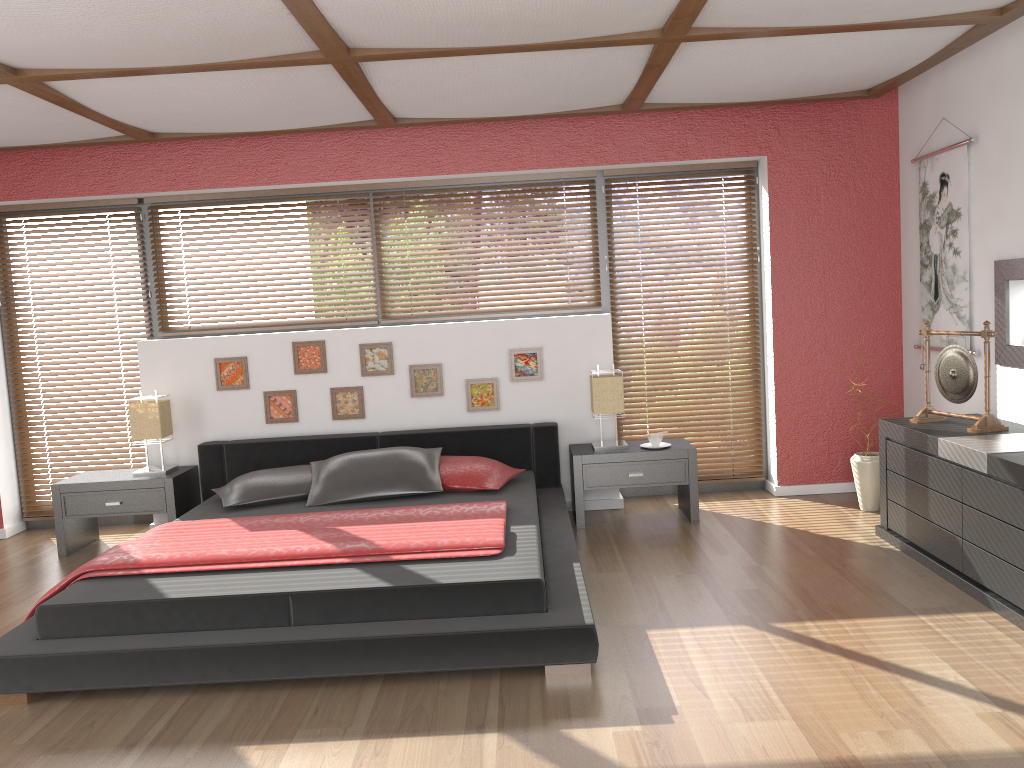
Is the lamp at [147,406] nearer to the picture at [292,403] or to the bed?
the bed

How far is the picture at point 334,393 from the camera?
5.43m

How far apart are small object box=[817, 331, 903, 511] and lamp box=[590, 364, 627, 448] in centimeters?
130cm

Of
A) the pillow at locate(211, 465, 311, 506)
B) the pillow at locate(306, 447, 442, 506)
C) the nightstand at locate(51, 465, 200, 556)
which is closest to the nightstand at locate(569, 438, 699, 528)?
the pillow at locate(306, 447, 442, 506)

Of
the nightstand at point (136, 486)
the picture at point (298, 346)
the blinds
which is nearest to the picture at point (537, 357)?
the blinds

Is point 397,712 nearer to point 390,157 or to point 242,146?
point 390,157

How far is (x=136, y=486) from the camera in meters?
5.0

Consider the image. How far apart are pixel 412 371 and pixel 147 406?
1.5 meters

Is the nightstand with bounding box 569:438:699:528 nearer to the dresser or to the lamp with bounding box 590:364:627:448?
the lamp with bounding box 590:364:627:448

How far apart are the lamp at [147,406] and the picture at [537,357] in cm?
207
